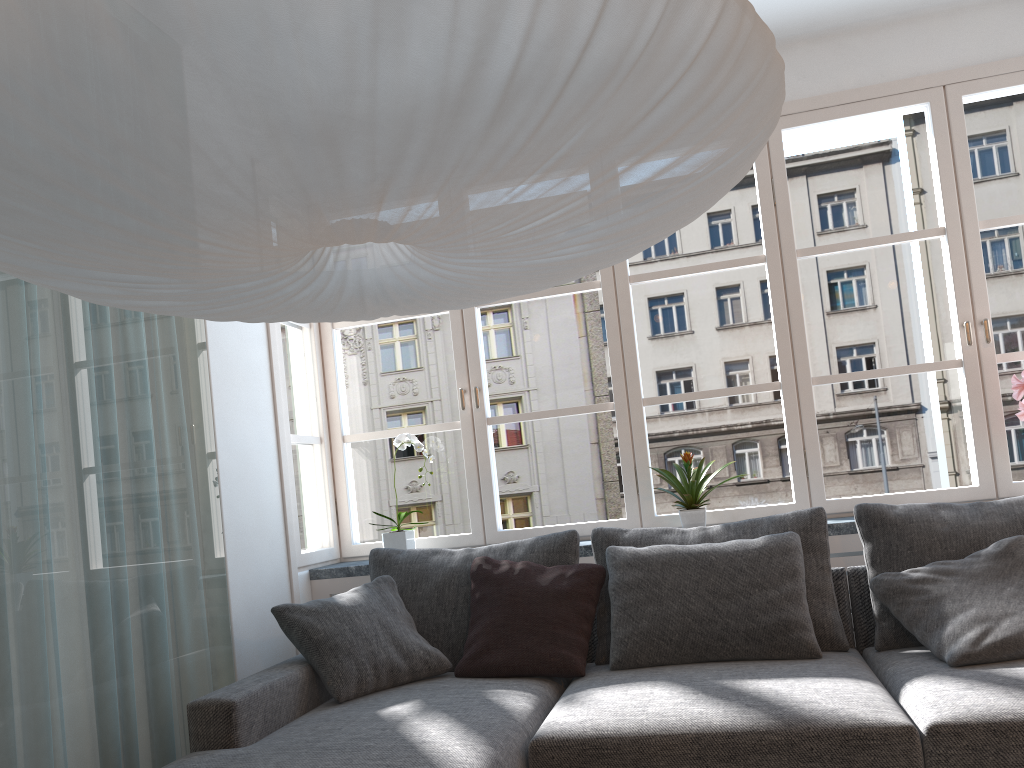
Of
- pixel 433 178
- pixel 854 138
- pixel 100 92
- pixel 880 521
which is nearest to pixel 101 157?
pixel 100 92

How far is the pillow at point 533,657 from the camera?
2.8 meters

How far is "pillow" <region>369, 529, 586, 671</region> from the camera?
3.1 meters

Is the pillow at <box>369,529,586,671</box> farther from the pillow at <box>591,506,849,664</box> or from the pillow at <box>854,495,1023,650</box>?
the pillow at <box>854,495,1023,650</box>

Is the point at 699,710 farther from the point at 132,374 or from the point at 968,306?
the point at 968,306

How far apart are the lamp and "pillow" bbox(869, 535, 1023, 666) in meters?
1.5

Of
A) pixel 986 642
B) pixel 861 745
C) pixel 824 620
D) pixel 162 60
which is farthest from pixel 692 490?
pixel 162 60

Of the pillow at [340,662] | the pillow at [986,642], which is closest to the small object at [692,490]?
the pillow at [986,642]

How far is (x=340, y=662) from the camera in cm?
278

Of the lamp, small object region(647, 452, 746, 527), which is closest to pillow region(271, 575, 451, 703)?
small object region(647, 452, 746, 527)
